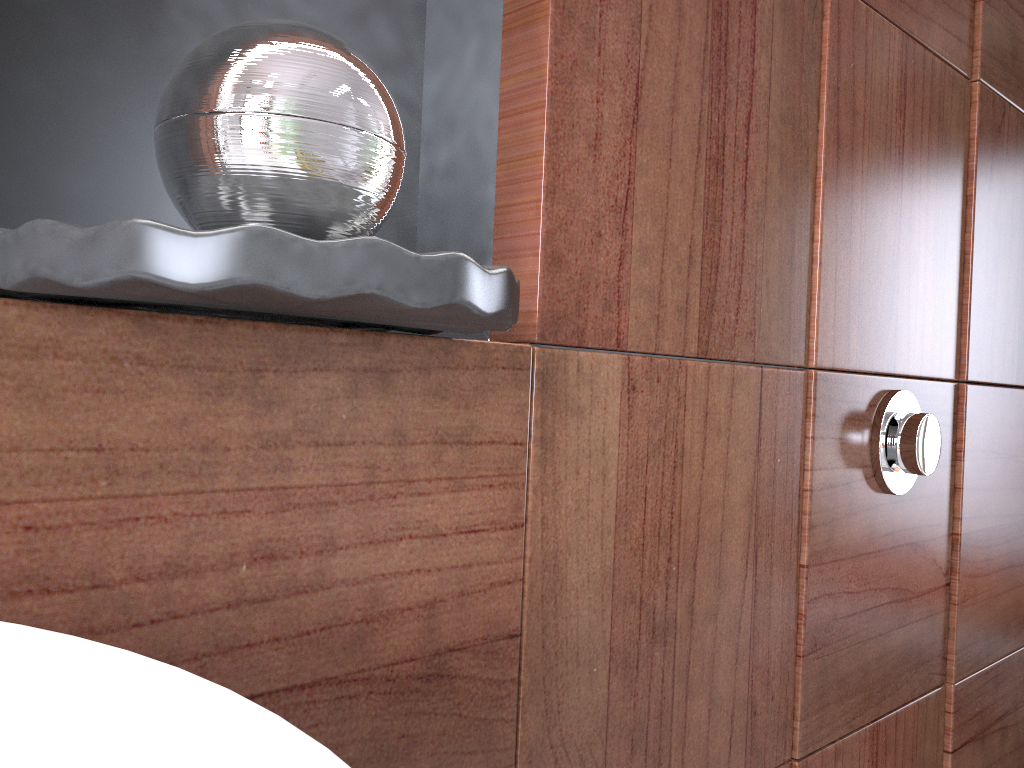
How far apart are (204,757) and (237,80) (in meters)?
0.26

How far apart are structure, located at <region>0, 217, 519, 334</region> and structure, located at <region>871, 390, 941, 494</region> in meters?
Answer: 0.5 m

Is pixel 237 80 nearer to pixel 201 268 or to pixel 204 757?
pixel 201 268

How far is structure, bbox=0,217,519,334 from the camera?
0.28m

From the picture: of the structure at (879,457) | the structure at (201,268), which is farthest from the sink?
the structure at (879,457)

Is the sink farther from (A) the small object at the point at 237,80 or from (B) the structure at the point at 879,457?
(B) the structure at the point at 879,457

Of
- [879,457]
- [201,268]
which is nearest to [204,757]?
[201,268]

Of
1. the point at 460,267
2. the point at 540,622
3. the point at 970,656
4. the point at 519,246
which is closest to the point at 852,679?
the point at 970,656

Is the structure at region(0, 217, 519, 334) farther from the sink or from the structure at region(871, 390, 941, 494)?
the structure at region(871, 390, 941, 494)

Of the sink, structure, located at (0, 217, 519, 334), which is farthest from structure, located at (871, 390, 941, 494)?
the sink
